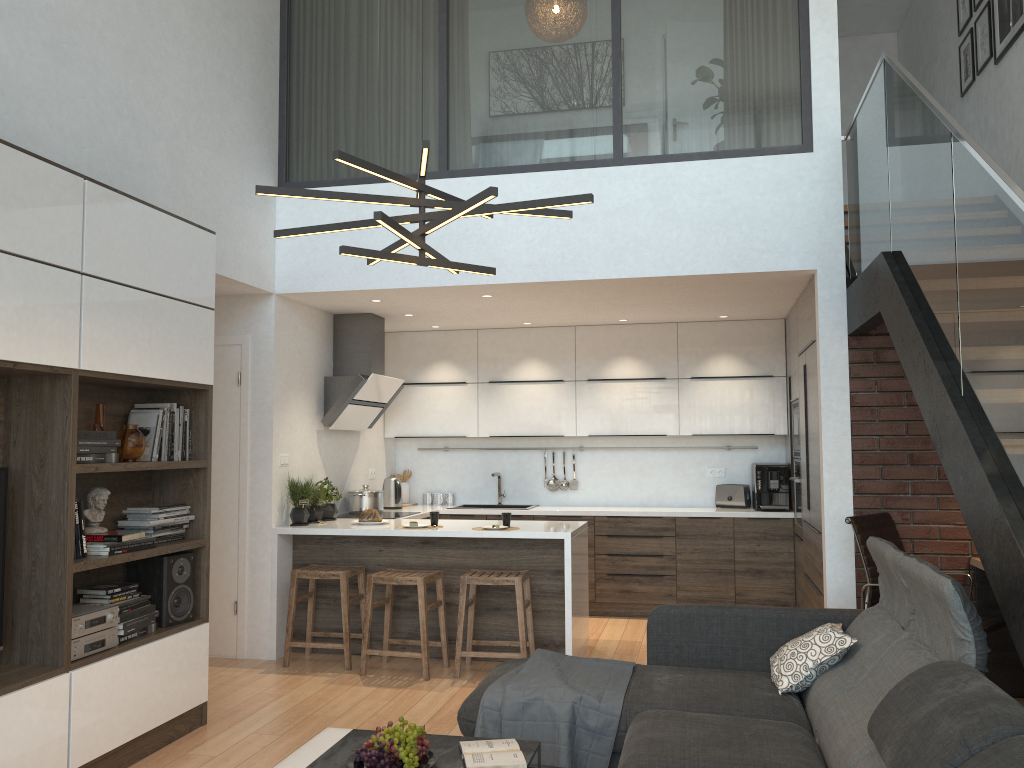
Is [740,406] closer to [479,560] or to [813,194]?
[813,194]

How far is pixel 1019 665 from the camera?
4.81m

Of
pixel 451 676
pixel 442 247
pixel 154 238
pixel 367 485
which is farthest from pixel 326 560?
pixel 154 238

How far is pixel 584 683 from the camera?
3.5m

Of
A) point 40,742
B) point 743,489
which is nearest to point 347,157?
point 40,742

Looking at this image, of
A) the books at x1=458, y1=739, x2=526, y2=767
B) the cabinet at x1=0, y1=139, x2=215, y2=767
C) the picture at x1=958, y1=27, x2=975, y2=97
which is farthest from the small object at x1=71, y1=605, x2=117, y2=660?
the picture at x1=958, y1=27, x2=975, y2=97

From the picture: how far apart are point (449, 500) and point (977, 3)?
5.69m

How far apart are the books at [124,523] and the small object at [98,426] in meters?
0.4 m

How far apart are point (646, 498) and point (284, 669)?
3.5m

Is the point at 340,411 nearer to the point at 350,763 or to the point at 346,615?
the point at 346,615
